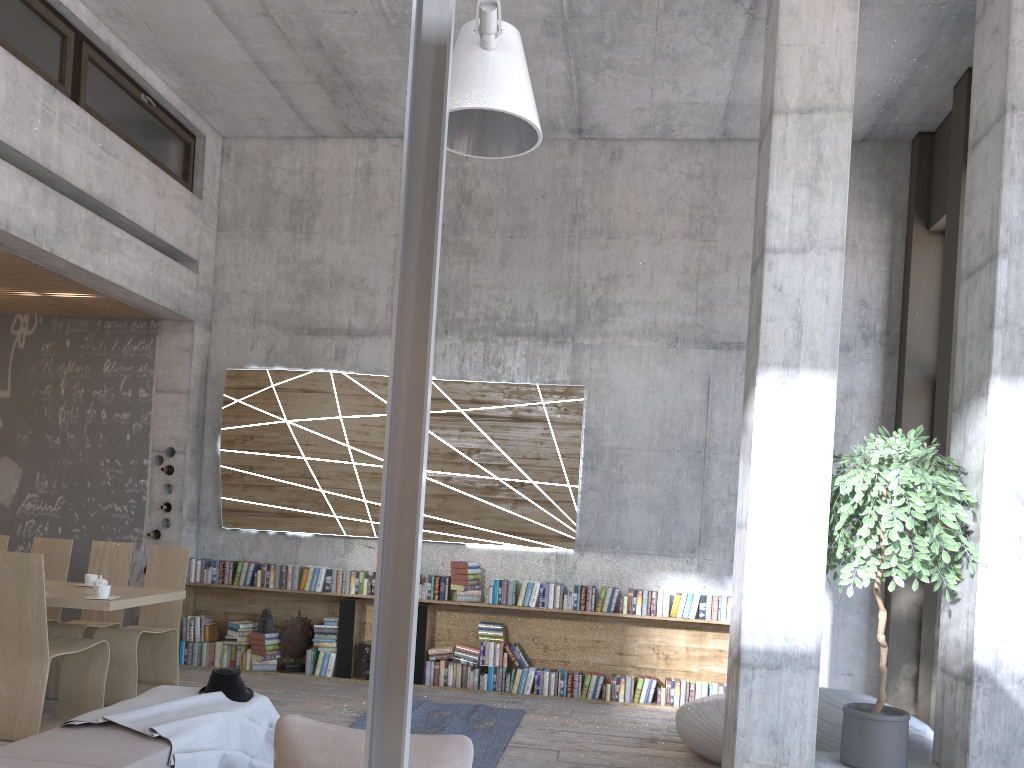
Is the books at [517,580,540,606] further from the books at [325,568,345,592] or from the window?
the window

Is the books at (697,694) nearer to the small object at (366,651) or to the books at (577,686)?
the books at (577,686)

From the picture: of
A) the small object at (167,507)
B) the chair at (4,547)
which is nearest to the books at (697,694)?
the small object at (167,507)

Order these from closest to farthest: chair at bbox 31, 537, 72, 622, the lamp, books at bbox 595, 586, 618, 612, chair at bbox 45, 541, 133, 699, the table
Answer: the lamp → the table → chair at bbox 45, 541, 133, 699 → chair at bbox 31, 537, 72, 622 → books at bbox 595, 586, 618, 612

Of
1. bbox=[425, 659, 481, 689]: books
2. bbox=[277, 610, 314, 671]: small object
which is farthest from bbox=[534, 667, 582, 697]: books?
bbox=[277, 610, 314, 671]: small object

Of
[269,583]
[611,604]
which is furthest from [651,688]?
[269,583]

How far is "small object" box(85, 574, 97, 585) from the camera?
6.46m

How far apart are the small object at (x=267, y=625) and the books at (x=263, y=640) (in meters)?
0.05

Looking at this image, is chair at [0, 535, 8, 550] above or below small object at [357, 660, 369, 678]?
above

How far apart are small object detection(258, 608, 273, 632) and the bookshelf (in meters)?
0.23
